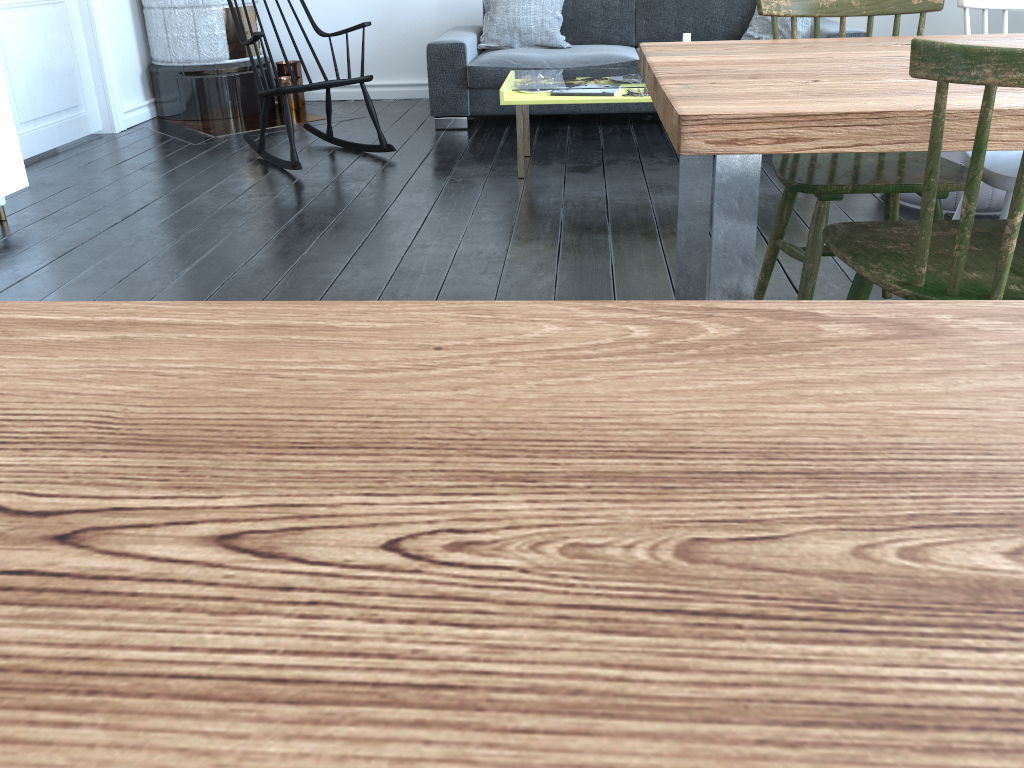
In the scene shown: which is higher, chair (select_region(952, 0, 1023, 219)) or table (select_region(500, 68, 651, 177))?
chair (select_region(952, 0, 1023, 219))

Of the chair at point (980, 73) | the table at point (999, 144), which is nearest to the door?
the table at point (999, 144)

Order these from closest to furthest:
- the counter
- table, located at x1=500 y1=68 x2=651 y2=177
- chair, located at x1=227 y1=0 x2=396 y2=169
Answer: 1. the counter
2. table, located at x1=500 y1=68 x2=651 y2=177
3. chair, located at x1=227 y1=0 x2=396 y2=169

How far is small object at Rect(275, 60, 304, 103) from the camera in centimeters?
570cm

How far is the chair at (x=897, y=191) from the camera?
1.9 meters

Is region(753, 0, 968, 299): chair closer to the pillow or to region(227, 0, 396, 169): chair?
region(227, 0, 396, 169): chair

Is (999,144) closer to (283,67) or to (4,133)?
(4,133)

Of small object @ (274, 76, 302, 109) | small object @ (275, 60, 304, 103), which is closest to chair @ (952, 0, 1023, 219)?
small object @ (274, 76, 302, 109)

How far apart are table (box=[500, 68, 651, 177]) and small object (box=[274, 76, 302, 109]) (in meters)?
1.55

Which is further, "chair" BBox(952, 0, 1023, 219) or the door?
the door
